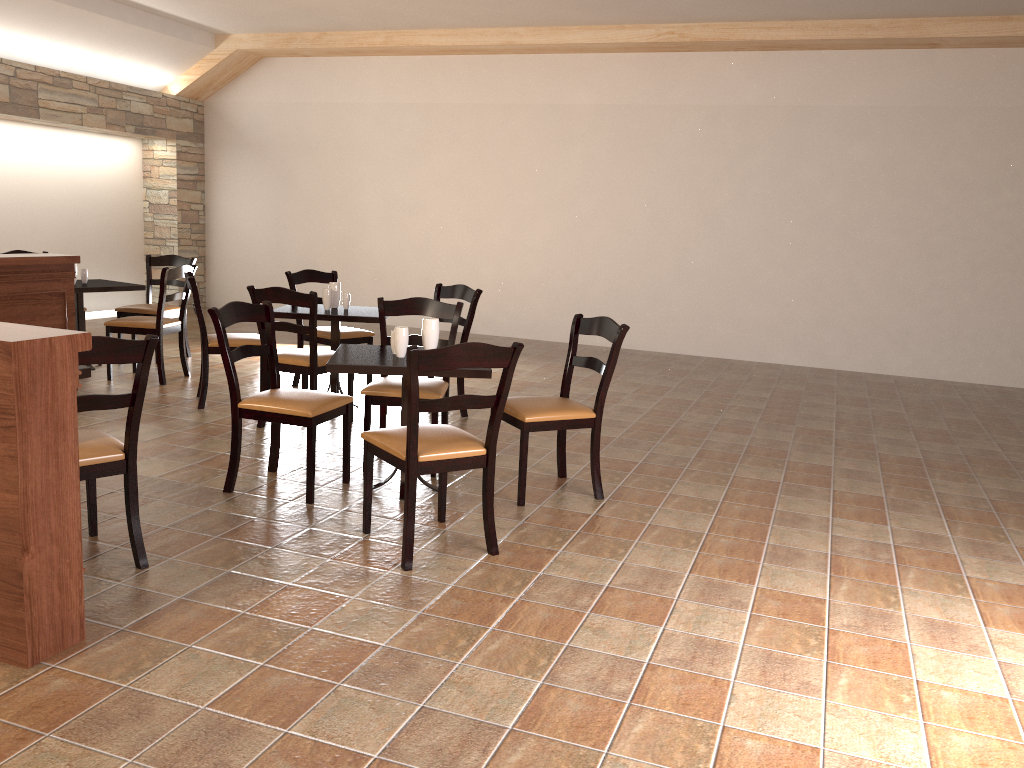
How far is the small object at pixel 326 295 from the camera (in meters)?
5.79

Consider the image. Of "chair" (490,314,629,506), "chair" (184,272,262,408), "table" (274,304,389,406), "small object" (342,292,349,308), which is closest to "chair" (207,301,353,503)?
"chair" (490,314,629,506)

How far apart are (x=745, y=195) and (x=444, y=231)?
3.3m

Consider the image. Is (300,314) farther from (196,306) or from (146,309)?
(146,309)

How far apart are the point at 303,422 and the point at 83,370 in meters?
0.9 m

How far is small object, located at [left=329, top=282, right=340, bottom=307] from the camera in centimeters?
591cm

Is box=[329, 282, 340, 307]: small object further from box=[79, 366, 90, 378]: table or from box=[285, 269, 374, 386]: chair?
box=[79, 366, 90, 378]: table

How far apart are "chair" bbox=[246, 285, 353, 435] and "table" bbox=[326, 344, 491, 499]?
0.8 meters

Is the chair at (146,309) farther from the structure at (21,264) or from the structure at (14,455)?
the structure at (14,455)

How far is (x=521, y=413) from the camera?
4.02m
